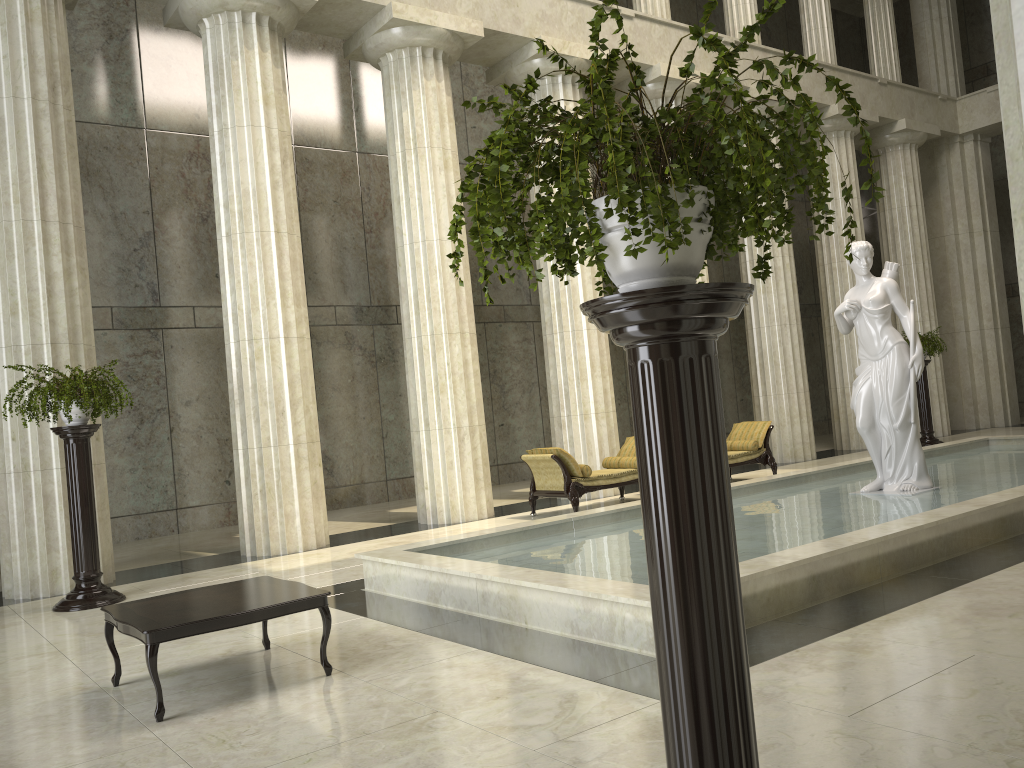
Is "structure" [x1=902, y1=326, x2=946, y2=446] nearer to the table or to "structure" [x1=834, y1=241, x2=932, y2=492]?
"structure" [x1=834, y1=241, x2=932, y2=492]

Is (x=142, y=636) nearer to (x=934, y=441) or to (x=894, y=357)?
(x=894, y=357)

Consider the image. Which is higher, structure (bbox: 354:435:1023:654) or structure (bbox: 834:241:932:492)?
structure (bbox: 834:241:932:492)

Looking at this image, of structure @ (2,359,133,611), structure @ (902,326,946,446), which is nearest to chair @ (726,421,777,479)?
structure @ (902,326,946,446)

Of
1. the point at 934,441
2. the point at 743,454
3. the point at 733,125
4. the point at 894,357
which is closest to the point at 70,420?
the point at 733,125

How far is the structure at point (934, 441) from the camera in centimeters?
1764cm

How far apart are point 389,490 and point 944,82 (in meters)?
17.07

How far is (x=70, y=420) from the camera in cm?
832

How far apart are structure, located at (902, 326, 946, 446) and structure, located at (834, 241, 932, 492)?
8.28m

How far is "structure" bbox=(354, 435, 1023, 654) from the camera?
5.6 meters
